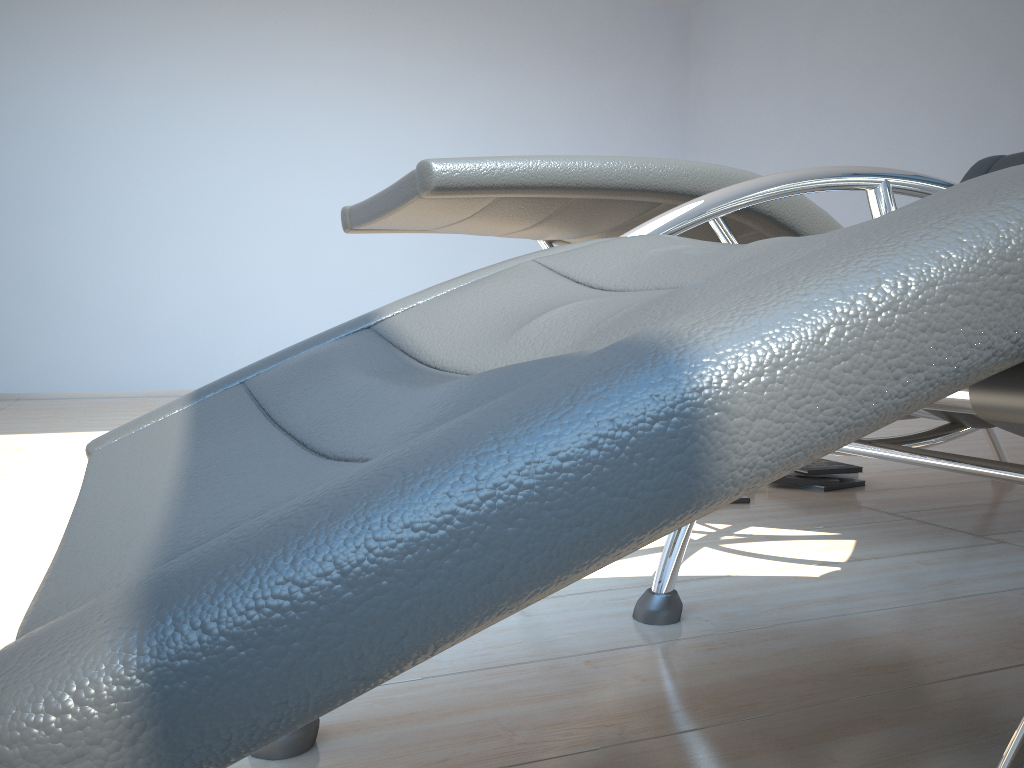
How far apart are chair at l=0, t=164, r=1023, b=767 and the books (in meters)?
1.10

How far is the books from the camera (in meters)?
2.47

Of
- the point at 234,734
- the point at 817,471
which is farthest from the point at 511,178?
the point at 817,471

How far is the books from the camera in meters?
2.5 m

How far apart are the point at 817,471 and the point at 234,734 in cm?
241

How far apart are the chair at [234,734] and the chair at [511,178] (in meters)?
0.24

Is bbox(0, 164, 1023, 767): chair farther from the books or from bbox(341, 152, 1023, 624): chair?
the books

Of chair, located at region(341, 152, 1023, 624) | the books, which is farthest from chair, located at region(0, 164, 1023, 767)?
the books

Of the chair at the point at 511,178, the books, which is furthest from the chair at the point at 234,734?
the books

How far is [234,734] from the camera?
0.2m
